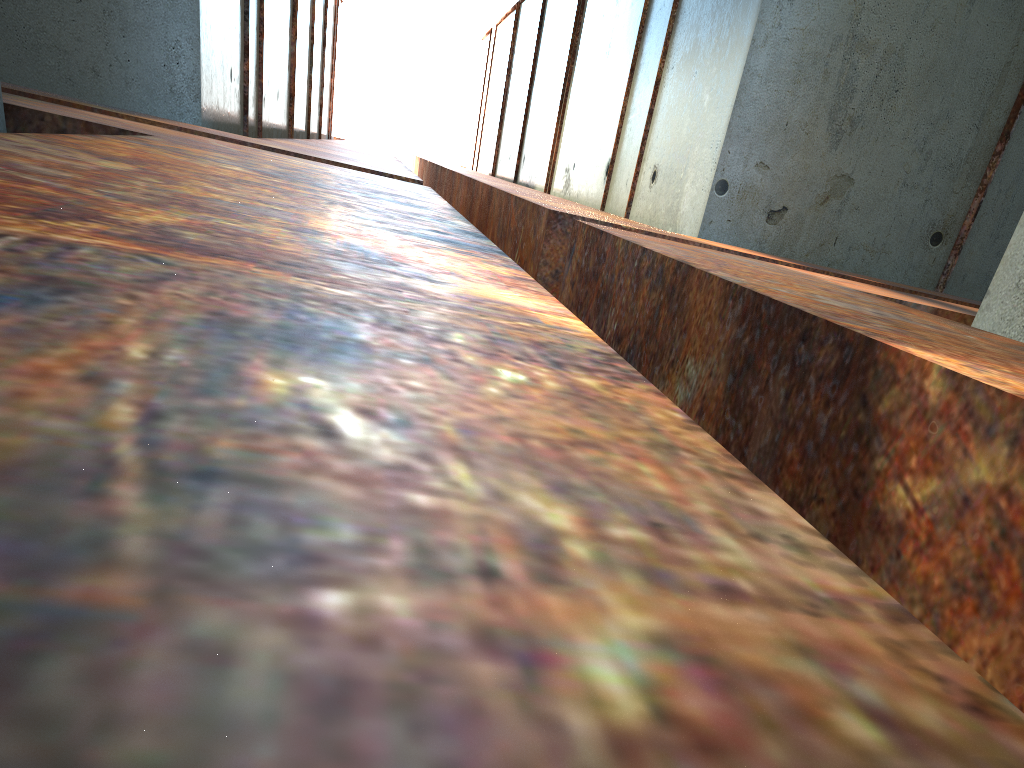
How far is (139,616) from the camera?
0.3 meters

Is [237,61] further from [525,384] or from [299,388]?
[299,388]
